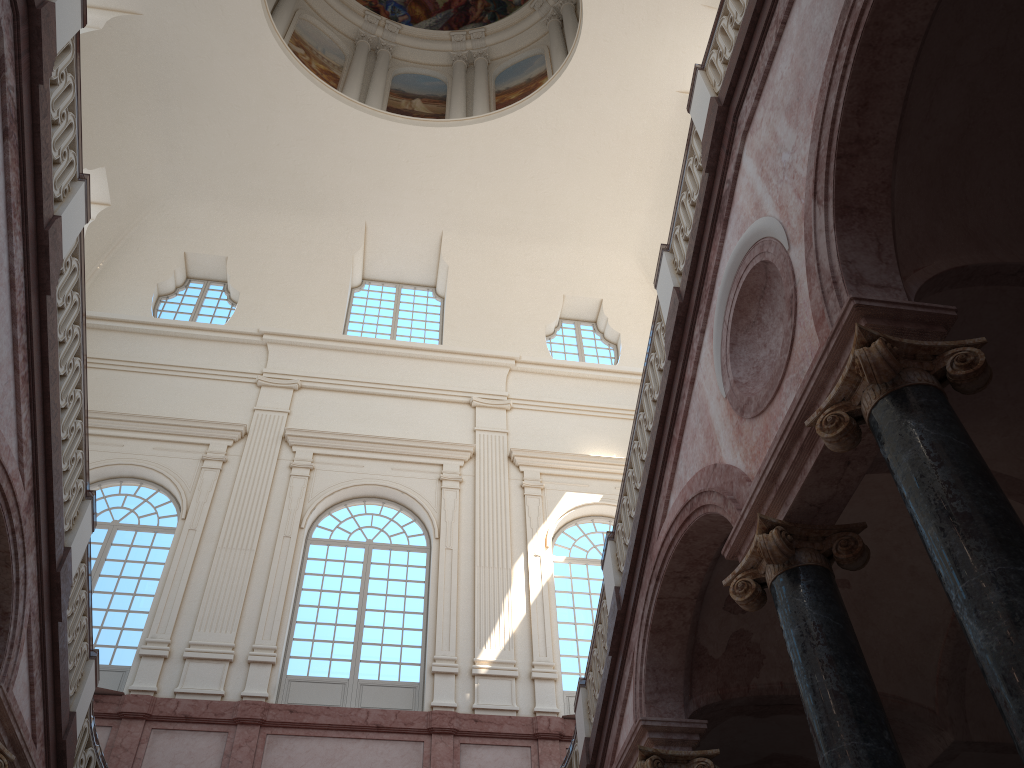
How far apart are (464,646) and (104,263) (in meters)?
11.75
